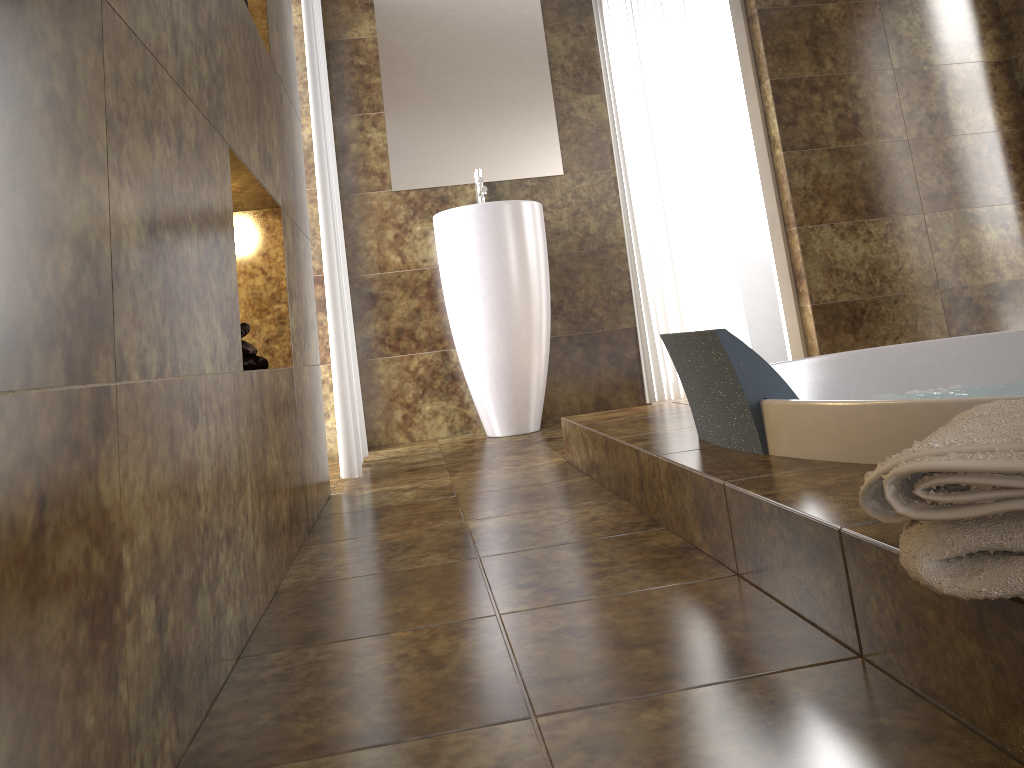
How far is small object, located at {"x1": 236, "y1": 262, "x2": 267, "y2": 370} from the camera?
1.56m

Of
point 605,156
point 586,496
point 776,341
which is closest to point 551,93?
point 605,156

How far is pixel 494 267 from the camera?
A: 3.3m

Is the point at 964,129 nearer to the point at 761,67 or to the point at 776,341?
the point at 761,67

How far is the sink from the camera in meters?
3.3 m

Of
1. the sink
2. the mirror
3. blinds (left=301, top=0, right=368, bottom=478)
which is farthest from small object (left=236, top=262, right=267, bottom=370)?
the mirror

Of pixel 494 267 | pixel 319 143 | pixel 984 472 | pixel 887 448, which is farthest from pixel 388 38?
pixel 984 472

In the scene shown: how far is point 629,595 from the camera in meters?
1.2 m

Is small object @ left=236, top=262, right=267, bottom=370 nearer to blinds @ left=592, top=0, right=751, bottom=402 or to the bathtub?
the bathtub

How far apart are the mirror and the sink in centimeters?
5cm
